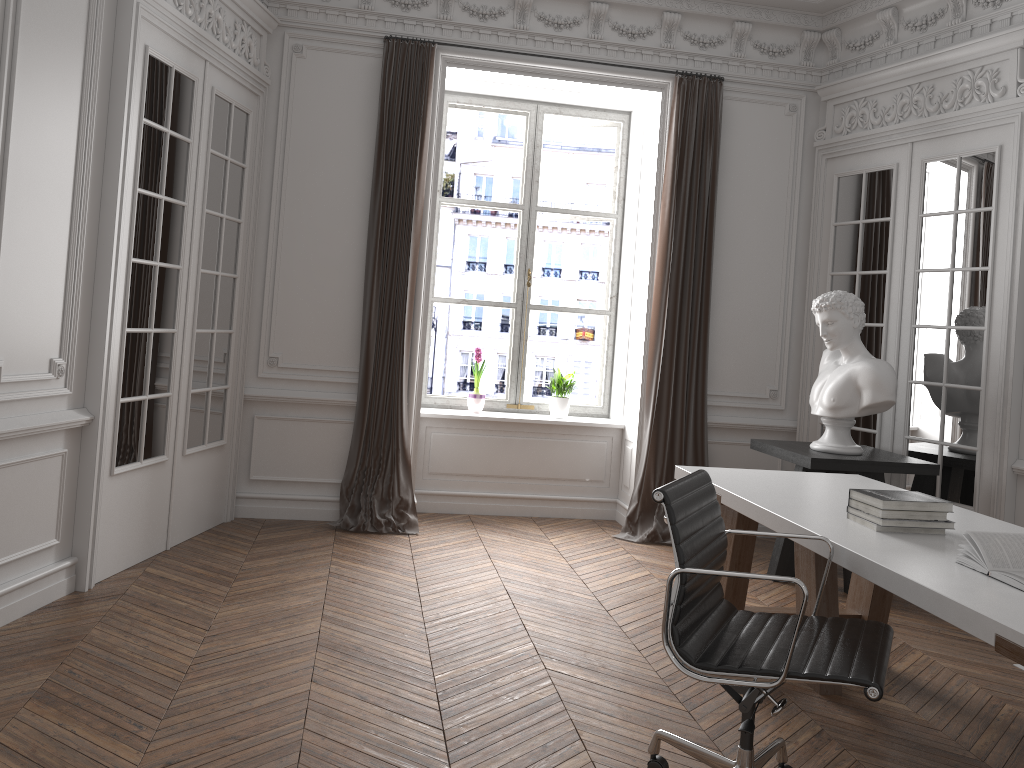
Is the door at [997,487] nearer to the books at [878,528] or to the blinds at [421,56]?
the books at [878,528]

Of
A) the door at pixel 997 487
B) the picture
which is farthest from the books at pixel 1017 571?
the picture

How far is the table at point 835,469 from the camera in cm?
473

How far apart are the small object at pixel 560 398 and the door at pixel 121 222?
2.2m

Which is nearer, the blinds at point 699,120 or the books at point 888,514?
the books at point 888,514

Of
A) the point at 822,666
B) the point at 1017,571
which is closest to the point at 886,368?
the point at 1017,571

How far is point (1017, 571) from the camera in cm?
234

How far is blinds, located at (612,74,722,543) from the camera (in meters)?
5.86

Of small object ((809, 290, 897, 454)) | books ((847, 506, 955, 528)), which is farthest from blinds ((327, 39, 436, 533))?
books ((847, 506, 955, 528))

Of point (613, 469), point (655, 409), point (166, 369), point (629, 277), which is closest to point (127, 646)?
point (166, 369)
